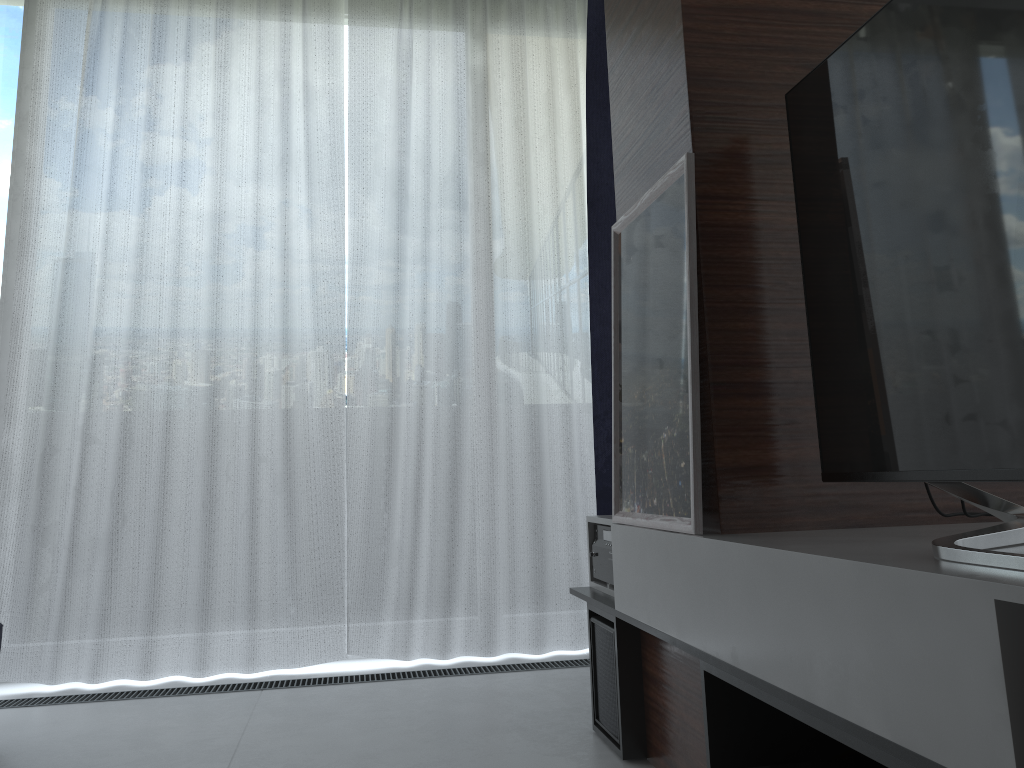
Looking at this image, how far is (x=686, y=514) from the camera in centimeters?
162cm

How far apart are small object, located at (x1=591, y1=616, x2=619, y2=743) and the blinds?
0.9m

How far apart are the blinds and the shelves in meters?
0.7 m

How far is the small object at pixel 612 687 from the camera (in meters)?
2.07

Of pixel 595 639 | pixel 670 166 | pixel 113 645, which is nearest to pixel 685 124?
pixel 670 166

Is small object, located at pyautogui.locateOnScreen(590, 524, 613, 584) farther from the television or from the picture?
the television

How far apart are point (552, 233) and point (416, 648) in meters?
1.6 m

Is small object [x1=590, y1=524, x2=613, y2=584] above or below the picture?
below

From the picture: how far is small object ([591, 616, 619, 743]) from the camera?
2.1m

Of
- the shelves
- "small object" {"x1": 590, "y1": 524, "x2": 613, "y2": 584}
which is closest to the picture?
the shelves
